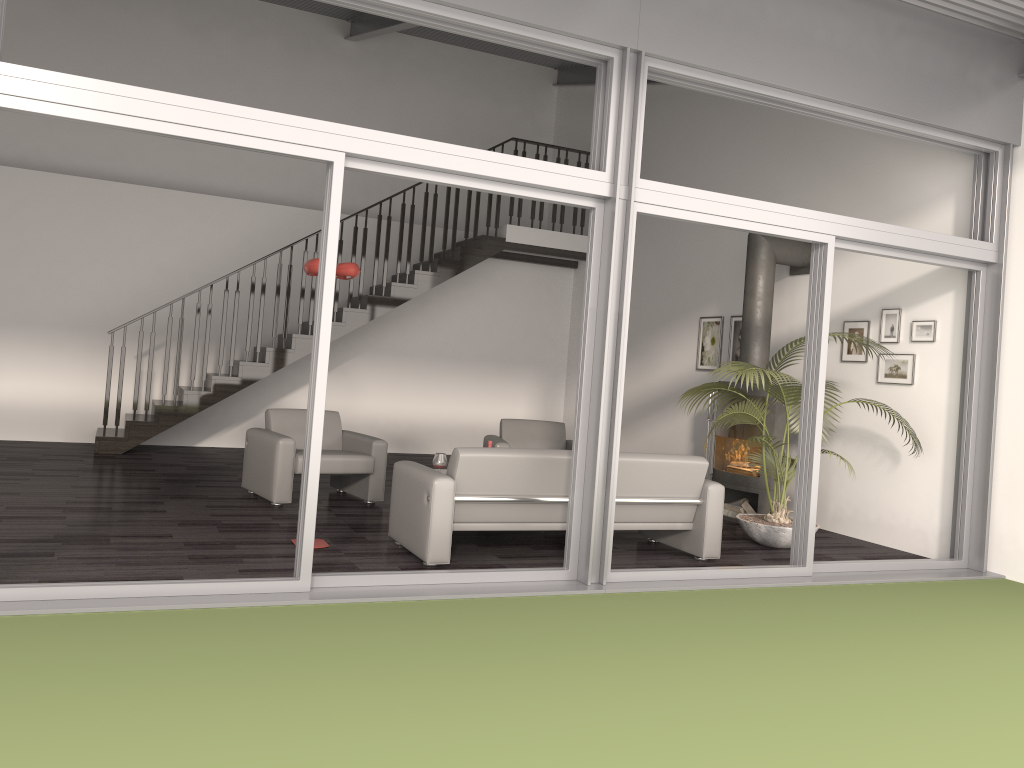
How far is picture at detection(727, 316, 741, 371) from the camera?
9.1 meters

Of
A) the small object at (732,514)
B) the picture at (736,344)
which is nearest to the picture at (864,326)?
the picture at (736,344)

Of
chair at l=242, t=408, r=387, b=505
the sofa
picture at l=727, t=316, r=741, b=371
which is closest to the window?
the sofa

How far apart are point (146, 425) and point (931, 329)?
7.6 meters

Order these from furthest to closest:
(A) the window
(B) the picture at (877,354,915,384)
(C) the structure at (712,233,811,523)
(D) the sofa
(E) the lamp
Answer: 1. (C) the structure at (712,233,811,523)
2. (B) the picture at (877,354,915,384)
3. (E) the lamp
4. (D) the sofa
5. (A) the window

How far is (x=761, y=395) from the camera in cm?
771

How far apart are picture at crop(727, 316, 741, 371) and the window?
2.76m

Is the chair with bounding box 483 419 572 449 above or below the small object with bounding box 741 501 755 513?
above

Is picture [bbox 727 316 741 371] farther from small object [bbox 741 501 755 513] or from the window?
the window

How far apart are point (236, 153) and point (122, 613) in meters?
8.8 m
